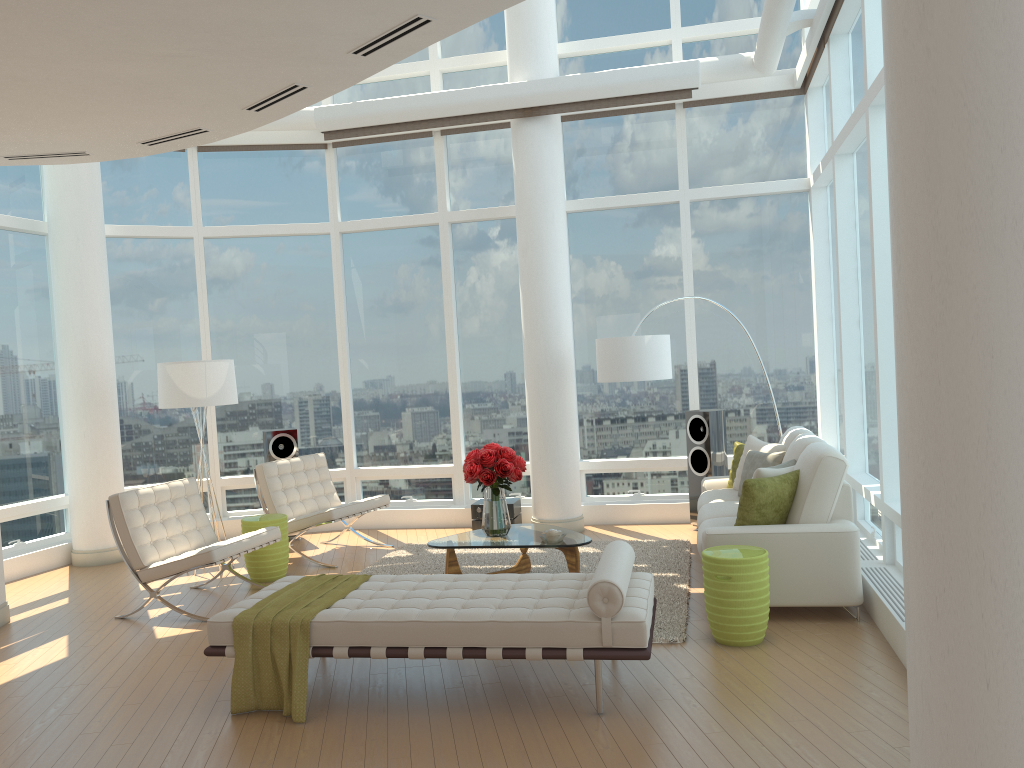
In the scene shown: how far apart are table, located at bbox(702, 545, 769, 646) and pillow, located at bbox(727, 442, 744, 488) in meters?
2.4

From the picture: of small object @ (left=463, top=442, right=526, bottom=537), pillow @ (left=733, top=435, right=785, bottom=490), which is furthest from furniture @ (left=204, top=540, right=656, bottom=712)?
pillow @ (left=733, top=435, right=785, bottom=490)

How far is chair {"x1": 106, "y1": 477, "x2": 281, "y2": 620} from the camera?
6.37m

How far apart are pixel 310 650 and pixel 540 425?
4.6 meters

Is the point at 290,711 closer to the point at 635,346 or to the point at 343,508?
the point at 343,508

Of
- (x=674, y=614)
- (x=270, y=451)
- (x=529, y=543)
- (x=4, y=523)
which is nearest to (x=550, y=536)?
(x=529, y=543)

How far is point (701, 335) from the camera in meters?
9.2 m

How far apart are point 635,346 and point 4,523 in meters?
6.1 m

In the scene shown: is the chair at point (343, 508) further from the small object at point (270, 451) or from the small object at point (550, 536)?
the small object at point (550, 536)

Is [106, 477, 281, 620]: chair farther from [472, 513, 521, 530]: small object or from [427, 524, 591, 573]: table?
[472, 513, 521, 530]: small object
